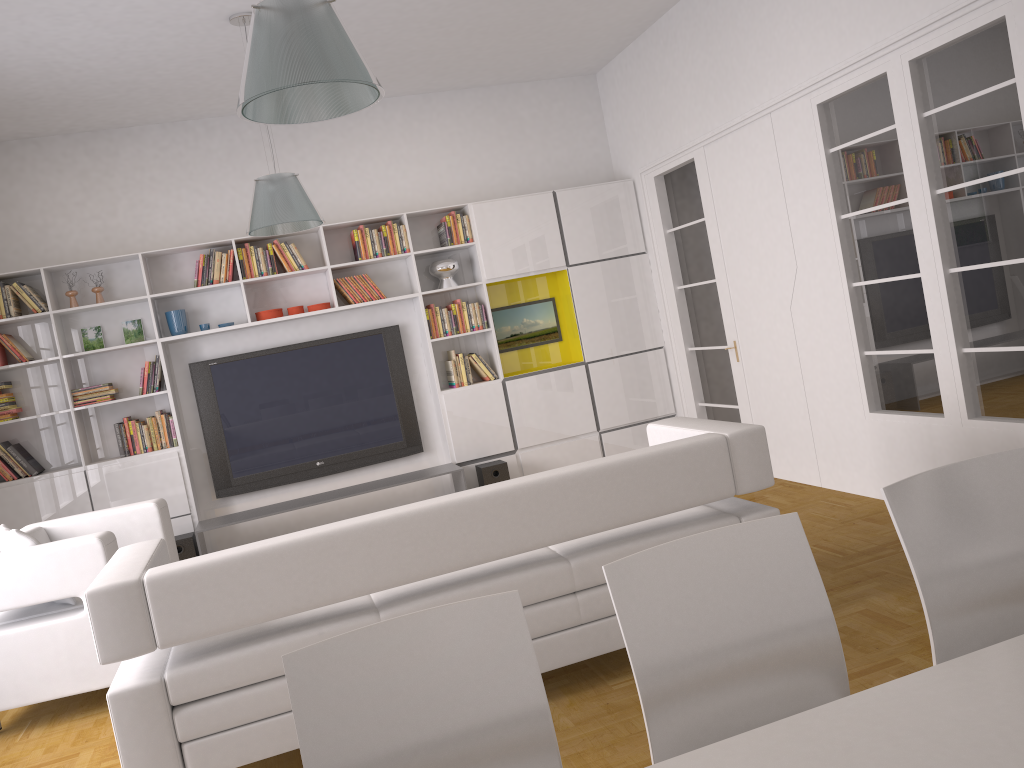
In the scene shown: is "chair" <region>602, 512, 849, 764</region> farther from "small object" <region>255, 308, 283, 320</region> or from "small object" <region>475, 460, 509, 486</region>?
"small object" <region>255, 308, 283, 320</region>

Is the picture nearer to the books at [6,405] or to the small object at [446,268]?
the small object at [446,268]

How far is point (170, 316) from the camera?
6.66m

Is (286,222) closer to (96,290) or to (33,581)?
(33,581)

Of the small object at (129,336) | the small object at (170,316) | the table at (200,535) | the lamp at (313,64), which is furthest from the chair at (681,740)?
the small object at (129,336)

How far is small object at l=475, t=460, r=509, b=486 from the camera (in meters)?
6.91

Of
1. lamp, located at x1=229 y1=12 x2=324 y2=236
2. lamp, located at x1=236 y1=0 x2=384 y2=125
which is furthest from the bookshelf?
lamp, located at x1=236 y1=0 x2=384 y2=125

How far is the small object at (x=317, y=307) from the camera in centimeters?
693cm

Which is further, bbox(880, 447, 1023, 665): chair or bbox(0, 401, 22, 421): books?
bbox(0, 401, 22, 421): books

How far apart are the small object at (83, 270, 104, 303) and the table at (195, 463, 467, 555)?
1.8 meters
